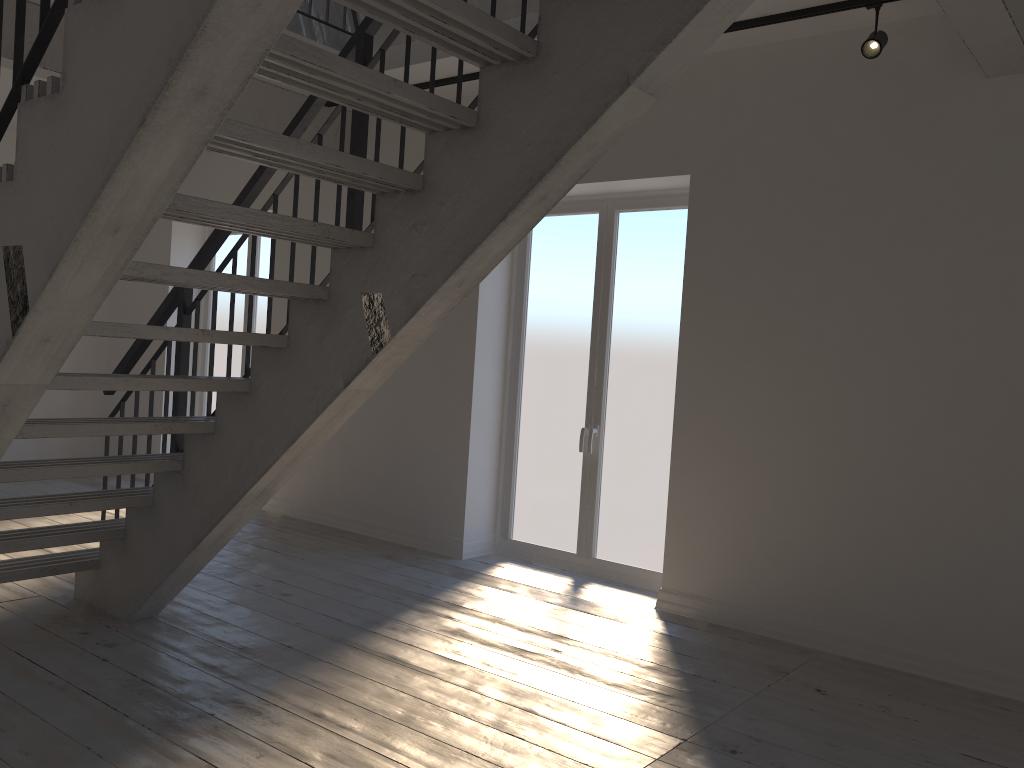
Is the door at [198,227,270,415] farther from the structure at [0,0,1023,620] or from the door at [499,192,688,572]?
the door at [499,192,688,572]

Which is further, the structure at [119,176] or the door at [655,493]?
the door at [655,493]

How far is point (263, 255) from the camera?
7.6m

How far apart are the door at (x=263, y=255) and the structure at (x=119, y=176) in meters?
1.6 m

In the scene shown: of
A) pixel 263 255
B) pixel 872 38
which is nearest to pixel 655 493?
pixel 872 38

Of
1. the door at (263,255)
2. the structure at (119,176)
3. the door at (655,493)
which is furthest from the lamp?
the door at (263,255)

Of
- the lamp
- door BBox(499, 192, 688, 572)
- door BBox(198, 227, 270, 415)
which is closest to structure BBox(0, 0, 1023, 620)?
the lamp

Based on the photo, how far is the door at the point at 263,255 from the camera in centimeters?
756cm

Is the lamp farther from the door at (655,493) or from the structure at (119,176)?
the door at (655,493)

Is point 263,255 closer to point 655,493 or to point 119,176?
point 655,493
